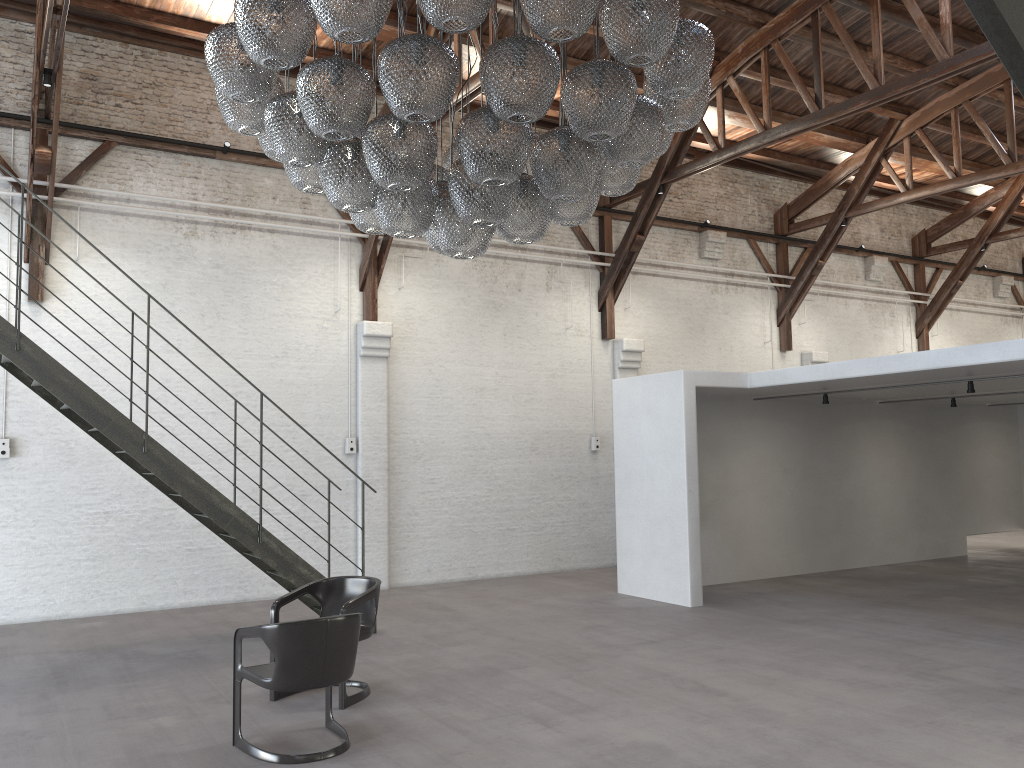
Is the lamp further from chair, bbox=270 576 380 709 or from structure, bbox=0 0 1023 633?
structure, bbox=0 0 1023 633

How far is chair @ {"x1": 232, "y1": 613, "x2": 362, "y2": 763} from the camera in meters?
4.7

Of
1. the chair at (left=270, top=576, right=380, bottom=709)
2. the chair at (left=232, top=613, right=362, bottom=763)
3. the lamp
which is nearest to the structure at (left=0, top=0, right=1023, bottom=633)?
the chair at (left=270, top=576, right=380, bottom=709)

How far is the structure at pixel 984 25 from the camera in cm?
72

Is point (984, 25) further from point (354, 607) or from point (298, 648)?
point (354, 607)

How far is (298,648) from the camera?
4.7 meters

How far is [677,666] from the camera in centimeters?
668cm

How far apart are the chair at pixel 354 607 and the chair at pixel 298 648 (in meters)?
0.39

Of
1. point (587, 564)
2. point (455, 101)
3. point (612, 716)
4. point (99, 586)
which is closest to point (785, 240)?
point (587, 564)

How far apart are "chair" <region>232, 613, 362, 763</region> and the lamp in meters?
2.0
